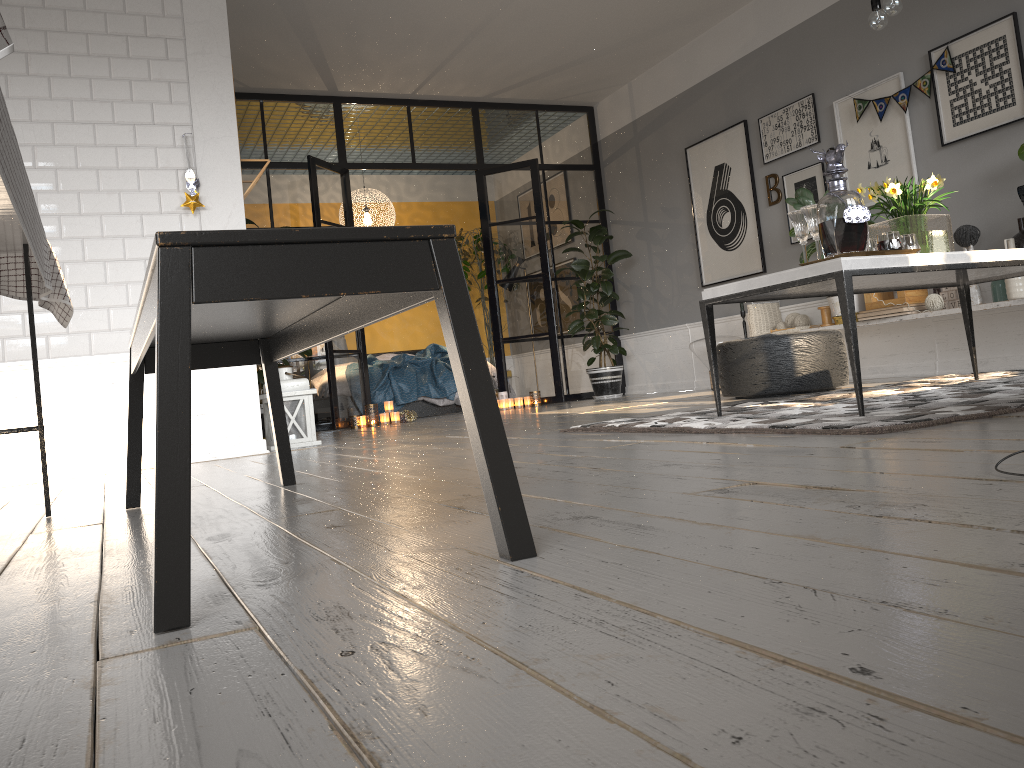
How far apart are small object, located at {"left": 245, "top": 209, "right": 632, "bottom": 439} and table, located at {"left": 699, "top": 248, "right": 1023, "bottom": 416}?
4.1 meters

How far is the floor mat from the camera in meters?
2.4 m

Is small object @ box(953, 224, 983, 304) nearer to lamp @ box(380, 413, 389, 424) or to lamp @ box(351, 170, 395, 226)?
lamp @ box(380, 413, 389, 424)

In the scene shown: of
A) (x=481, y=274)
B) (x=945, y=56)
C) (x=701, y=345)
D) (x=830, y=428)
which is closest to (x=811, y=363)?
(x=945, y=56)

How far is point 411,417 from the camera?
7.5m

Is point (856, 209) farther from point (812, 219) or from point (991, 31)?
point (991, 31)

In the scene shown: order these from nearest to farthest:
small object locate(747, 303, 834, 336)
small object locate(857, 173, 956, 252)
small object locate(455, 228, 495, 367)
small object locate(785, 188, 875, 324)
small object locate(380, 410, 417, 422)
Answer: small object locate(857, 173, 956, 252) → small object locate(785, 188, 875, 324) → small object locate(747, 303, 834, 336) → small object locate(380, 410, 417, 422) → small object locate(455, 228, 495, 367)

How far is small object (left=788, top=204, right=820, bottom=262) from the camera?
3.1 meters

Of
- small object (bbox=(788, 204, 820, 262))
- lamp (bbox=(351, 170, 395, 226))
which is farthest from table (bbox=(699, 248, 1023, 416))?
lamp (bbox=(351, 170, 395, 226))

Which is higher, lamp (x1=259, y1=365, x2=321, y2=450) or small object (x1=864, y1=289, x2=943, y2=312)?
small object (x1=864, y1=289, x2=943, y2=312)
